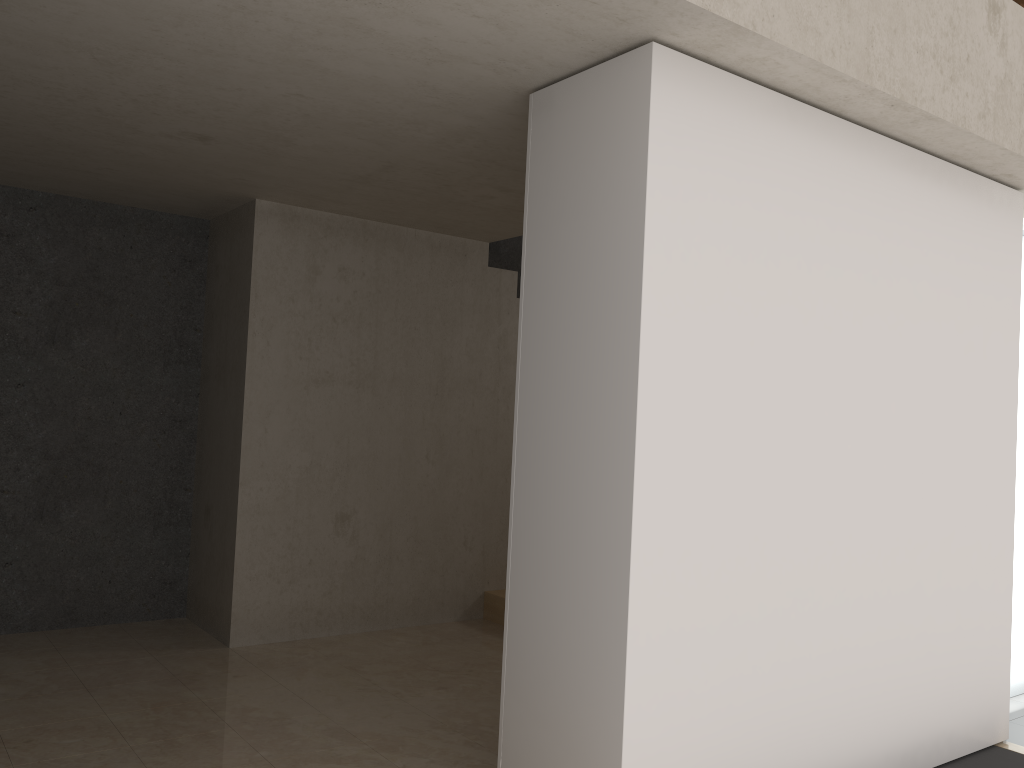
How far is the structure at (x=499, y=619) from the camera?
5.7 meters

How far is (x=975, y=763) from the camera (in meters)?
3.70

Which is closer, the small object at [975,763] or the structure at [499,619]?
the small object at [975,763]

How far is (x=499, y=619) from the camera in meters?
5.7 m

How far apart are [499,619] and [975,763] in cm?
A: 287

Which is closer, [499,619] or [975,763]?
[975,763]

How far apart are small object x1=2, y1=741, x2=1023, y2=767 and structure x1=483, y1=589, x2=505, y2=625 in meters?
2.8

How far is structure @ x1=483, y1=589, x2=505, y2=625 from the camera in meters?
5.7

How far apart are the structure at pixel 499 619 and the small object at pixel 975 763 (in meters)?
2.79
